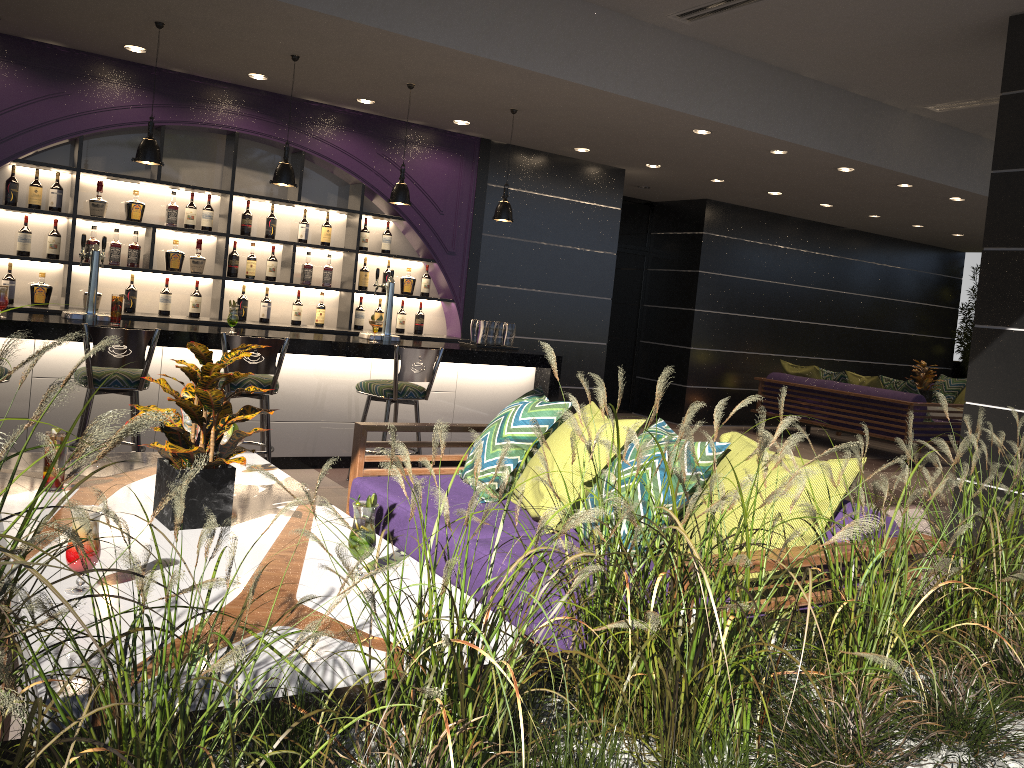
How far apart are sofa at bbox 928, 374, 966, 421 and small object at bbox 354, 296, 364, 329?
8.29m

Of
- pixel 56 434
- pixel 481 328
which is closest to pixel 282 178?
pixel 481 328

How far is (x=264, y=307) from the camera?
7.3m

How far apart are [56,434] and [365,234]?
5.2m

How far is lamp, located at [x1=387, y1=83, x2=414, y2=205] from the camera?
6.3 meters

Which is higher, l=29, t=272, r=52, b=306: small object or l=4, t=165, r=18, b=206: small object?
l=4, t=165, r=18, b=206: small object

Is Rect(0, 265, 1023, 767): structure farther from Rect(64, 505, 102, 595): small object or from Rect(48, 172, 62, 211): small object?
Rect(48, 172, 62, 211): small object

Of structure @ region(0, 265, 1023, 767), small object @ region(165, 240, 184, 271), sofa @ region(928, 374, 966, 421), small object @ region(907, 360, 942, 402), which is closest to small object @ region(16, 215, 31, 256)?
small object @ region(165, 240, 184, 271)

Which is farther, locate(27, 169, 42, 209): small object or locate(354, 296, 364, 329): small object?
locate(354, 296, 364, 329): small object

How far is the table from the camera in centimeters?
184cm
